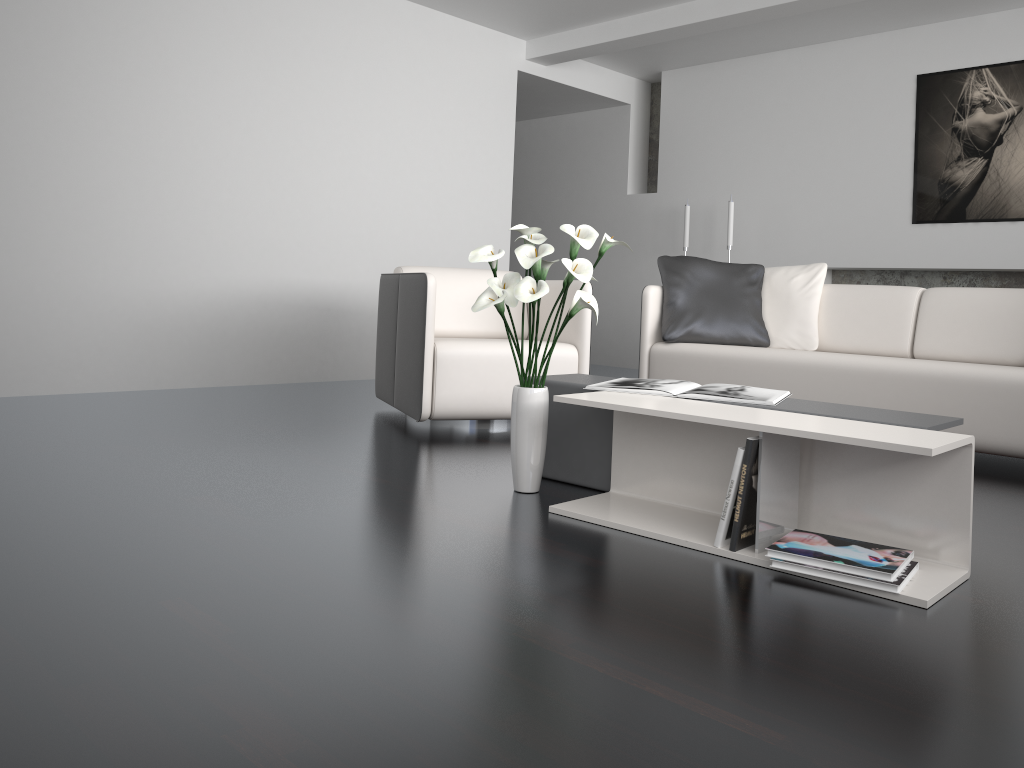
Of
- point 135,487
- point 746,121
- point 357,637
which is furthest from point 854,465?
point 746,121

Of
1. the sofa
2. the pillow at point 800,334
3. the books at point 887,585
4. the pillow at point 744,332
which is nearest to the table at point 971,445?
the books at point 887,585

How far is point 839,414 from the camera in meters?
2.3 m

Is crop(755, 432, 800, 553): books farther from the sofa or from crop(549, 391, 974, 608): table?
the sofa

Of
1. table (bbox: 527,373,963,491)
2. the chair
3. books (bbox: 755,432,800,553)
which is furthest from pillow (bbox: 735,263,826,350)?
books (bbox: 755,432,800,553)

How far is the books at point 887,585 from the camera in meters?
1.8

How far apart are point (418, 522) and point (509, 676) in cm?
91

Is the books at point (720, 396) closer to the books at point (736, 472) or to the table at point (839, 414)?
the table at point (839, 414)

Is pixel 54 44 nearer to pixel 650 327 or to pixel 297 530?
pixel 650 327

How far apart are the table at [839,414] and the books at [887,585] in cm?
34
